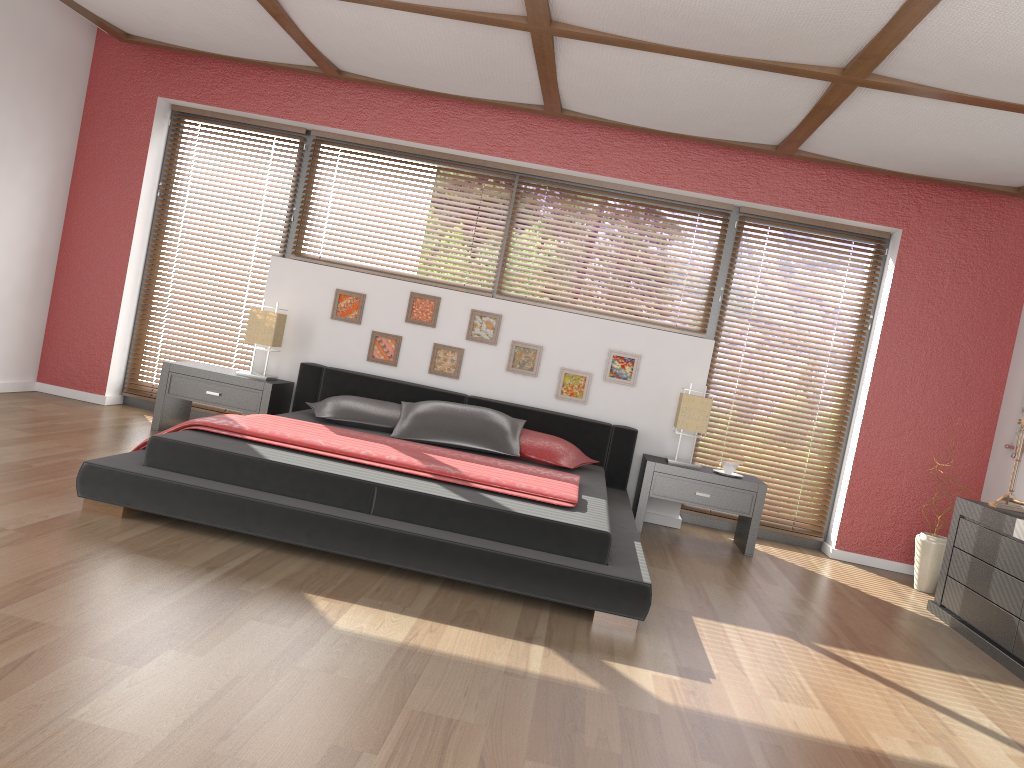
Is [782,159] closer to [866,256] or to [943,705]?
[866,256]

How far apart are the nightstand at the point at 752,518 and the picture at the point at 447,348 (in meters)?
1.31

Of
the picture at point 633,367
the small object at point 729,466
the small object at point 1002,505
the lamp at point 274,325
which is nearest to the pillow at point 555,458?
the picture at point 633,367

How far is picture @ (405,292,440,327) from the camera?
5.7 meters

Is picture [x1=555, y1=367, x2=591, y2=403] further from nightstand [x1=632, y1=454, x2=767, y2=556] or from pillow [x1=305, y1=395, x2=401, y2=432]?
pillow [x1=305, y1=395, x2=401, y2=432]

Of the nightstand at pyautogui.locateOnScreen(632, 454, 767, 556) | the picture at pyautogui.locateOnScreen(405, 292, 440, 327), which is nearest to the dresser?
the nightstand at pyautogui.locateOnScreen(632, 454, 767, 556)

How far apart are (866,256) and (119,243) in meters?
4.9

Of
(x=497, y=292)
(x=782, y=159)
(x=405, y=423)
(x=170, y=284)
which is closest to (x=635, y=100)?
(x=782, y=159)

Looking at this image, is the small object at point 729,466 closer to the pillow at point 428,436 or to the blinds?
the pillow at point 428,436

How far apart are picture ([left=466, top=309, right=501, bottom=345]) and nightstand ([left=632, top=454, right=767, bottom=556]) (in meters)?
1.21
